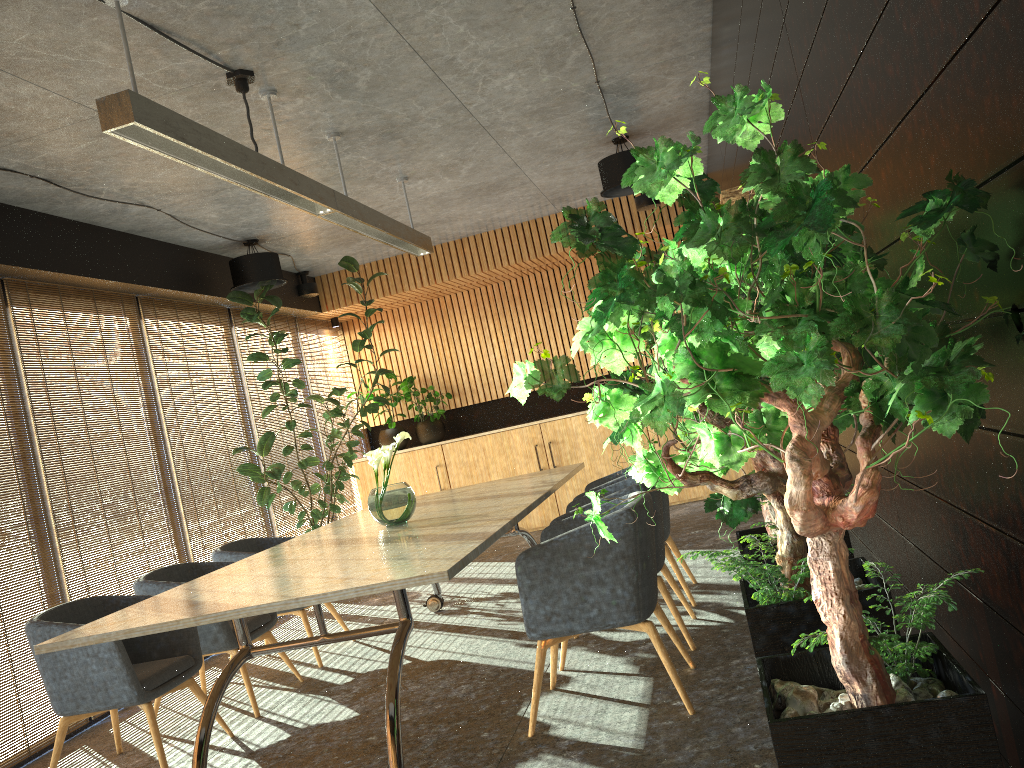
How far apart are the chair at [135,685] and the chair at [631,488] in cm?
194

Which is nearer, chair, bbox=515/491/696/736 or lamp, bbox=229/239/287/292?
chair, bbox=515/491/696/736

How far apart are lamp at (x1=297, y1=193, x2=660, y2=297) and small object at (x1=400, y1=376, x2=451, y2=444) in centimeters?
166cm

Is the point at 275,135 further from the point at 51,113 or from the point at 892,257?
the point at 892,257

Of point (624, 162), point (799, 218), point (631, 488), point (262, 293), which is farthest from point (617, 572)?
point (262, 293)

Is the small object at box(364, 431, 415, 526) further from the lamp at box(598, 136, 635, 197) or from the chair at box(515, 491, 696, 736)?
the lamp at box(598, 136, 635, 197)

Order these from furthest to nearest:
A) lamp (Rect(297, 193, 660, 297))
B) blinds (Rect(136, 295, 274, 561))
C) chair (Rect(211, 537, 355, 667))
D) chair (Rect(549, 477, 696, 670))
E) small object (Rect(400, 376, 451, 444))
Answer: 1. small object (Rect(400, 376, 451, 444))
2. lamp (Rect(297, 193, 660, 297))
3. blinds (Rect(136, 295, 274, 561))
4. chair (Rect(211, 537, 355, 667))
5. chair (Rect(549, 477, 696, 670))

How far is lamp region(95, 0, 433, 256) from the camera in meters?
3.5

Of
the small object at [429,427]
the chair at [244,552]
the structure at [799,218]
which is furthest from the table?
the small object at [429,427]

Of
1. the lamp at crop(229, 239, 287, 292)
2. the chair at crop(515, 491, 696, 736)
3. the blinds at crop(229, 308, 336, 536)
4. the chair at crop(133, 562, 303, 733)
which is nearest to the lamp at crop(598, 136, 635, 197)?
the lamp at crop(229, 239, 287, 292)
